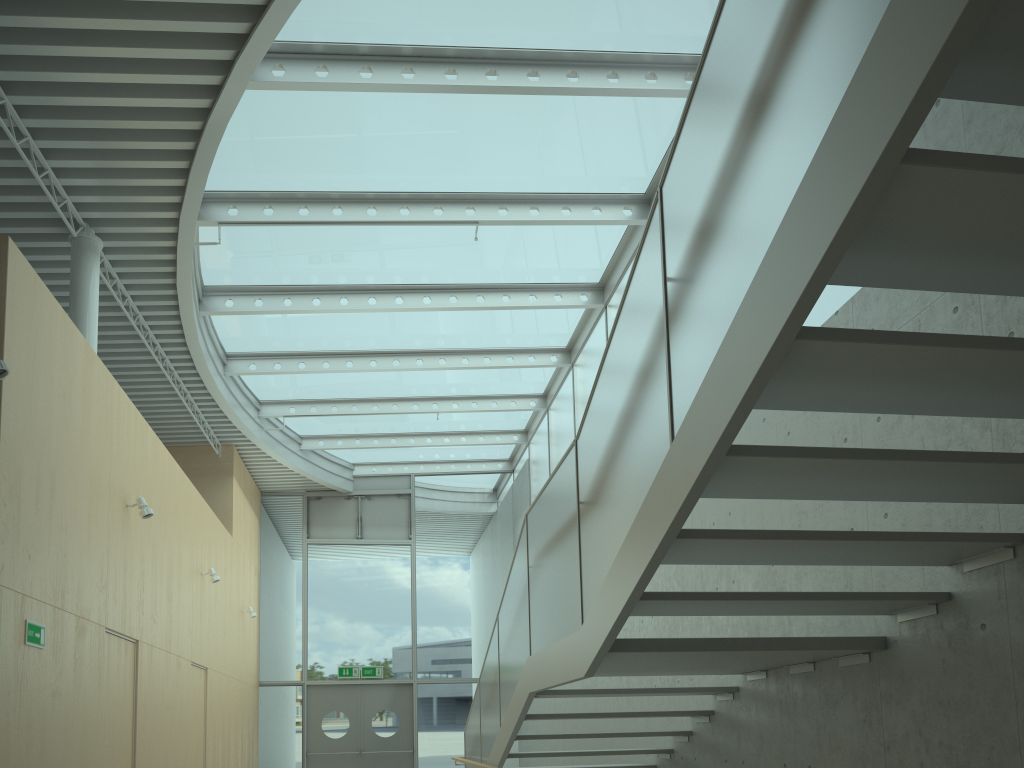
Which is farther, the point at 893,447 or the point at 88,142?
the point at 88,142

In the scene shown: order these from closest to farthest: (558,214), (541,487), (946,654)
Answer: (946,654)
(558,214)
(541,487)

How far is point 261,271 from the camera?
9.4 meters

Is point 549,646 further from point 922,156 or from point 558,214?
point 558,214

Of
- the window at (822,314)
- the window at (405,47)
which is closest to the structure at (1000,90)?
the window at (822,314)

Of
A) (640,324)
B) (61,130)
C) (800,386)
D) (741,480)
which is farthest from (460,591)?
(800,386)

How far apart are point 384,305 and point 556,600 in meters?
5.8

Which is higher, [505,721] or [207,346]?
[207,346]

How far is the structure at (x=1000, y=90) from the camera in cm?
199

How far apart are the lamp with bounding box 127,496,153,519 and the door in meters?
8.4
